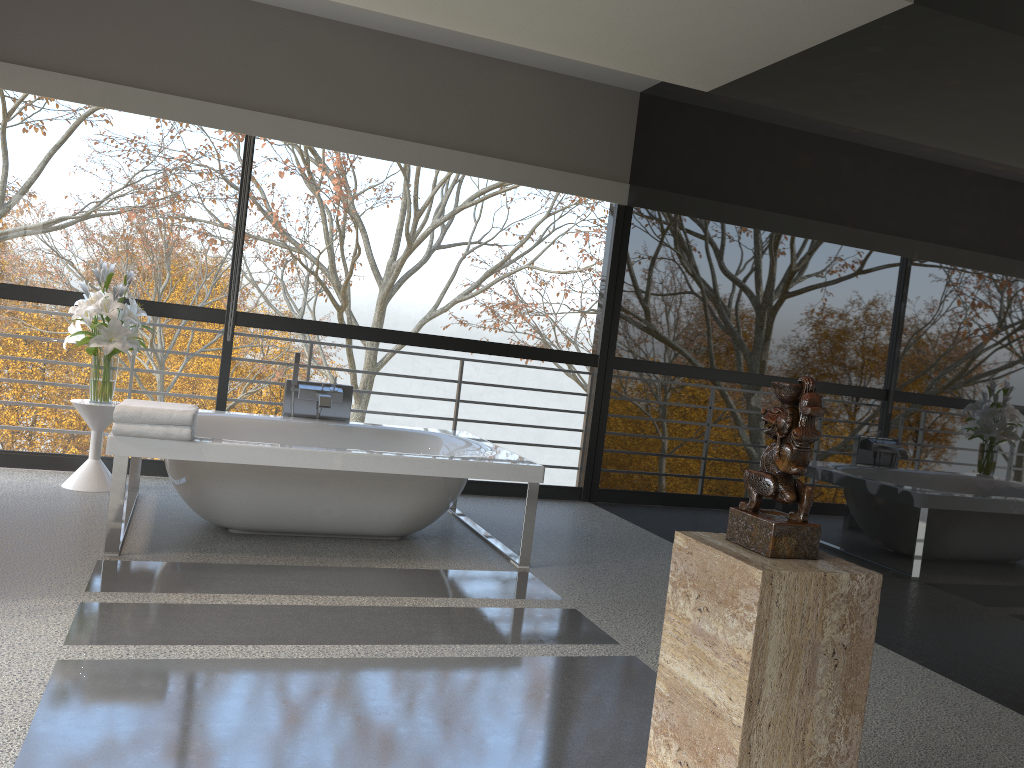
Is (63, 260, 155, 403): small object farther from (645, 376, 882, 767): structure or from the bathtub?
(645, 376, 882, 767): structure

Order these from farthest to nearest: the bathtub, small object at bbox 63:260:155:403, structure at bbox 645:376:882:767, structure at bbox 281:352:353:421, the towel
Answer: structure at bbox 281:352:353:421 → small object at bbox 63:260:155:403 → the bathtub → the towel → structure at bbox 645:376:882:767

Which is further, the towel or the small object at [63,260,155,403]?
the small object at [63,260,155,403]

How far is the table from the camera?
4.9m

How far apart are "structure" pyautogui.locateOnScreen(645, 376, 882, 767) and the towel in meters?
2.5

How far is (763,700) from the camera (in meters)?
1.70

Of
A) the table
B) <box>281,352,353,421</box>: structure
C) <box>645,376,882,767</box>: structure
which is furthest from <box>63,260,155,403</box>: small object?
<box>645,376,882,767</box>: structure

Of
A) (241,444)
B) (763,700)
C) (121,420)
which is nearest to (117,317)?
(121,420)

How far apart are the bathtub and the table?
0.1m

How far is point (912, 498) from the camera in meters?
3.7
